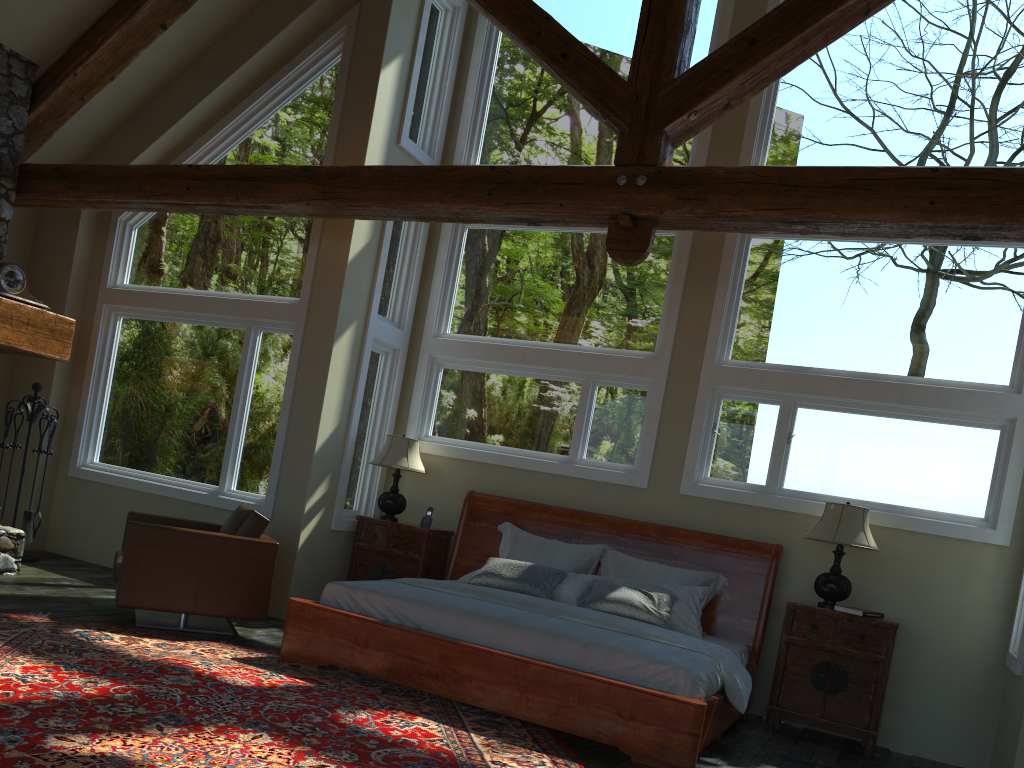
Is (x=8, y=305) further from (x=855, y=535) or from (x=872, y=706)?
(x=872, y=706)

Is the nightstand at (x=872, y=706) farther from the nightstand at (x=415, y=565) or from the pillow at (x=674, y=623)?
the nightstand at (x=415, y=565)

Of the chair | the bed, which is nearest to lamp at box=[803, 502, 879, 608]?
the bed

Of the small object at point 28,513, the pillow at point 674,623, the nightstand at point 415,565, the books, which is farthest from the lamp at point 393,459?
the books

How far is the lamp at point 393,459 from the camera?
7.50m

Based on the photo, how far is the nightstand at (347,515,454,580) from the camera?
7.4 meters

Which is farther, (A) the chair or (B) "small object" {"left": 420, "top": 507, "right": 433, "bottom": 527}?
(B) "small object" {"left": 420, "top": 507, "right": 433, "bottom": 527}

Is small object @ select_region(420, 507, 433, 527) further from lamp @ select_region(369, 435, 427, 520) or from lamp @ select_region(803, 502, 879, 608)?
lamp @ select_region(803, 502, 879, 608)

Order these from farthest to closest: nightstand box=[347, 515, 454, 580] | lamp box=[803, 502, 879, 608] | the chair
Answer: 1. nightstand box=[347, 515, 454, 580]
2. lamp box=[803, 502, 879, 608]
3. the chair

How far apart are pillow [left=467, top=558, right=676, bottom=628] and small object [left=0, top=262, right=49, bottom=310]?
4.32m
